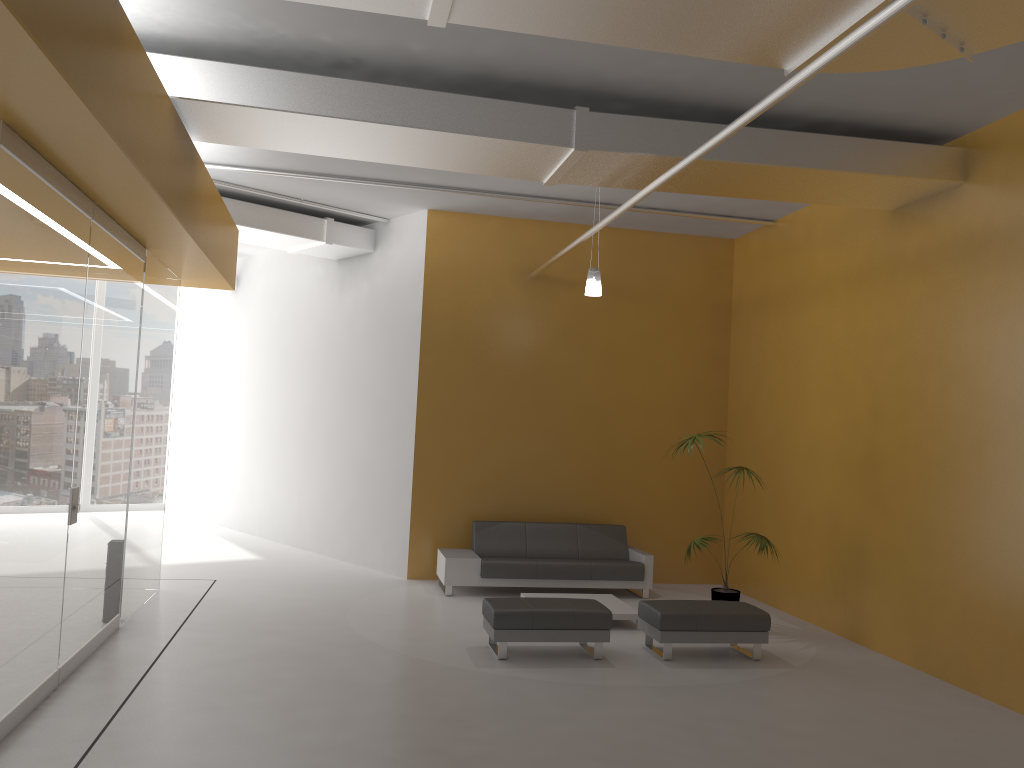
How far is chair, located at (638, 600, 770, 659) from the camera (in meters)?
7.42

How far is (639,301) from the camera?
11.36m

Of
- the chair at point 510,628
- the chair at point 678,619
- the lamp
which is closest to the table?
the chair at point 678,619

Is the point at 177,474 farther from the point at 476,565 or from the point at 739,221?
the point at 739,221

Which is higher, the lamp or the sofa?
the lamp

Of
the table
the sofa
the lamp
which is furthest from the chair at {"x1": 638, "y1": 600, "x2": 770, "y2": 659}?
the lamp

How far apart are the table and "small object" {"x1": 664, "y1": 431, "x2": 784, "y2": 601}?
0.82m

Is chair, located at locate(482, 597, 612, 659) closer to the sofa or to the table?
the table

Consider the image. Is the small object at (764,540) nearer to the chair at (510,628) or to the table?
the table

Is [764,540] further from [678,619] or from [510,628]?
[510,628]
